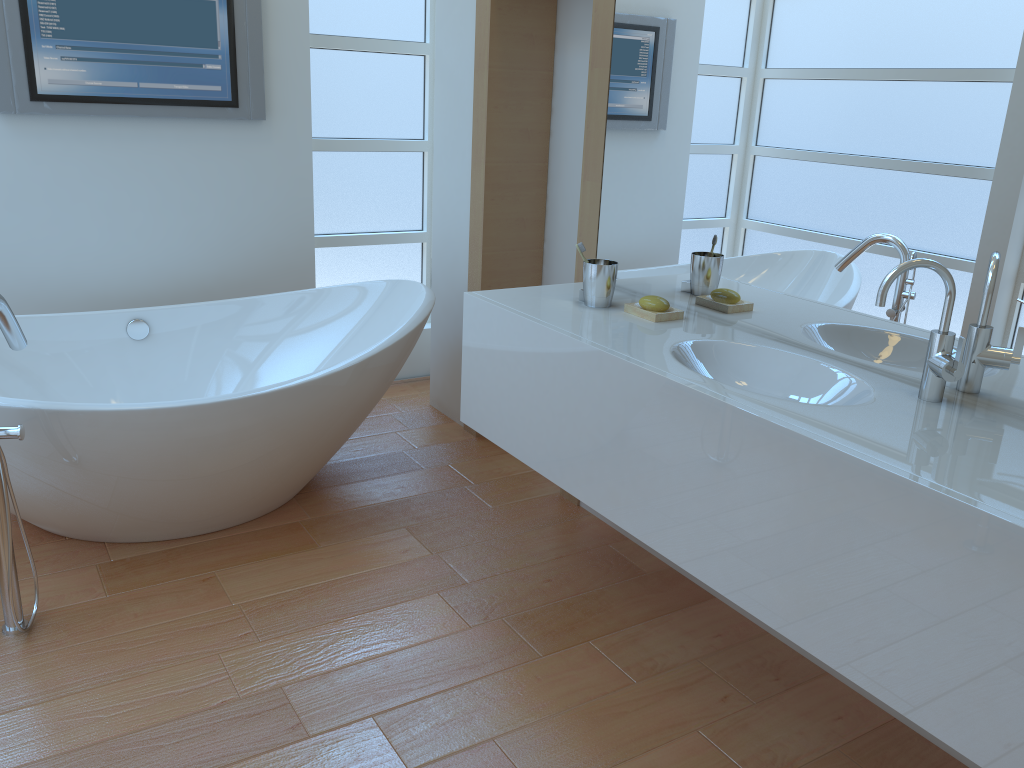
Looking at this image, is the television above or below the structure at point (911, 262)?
above

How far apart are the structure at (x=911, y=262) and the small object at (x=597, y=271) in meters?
0.8 m

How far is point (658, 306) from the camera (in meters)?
2.22

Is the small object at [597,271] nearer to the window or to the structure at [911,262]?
the structure at [911,262]

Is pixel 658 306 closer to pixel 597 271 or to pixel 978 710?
pixel 597 271

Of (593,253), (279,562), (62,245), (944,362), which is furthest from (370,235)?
(944,362)

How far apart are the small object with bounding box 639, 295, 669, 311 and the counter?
0.1 meters

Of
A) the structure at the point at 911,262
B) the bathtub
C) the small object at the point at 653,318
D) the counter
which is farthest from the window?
A: the structure at the point at 911,262

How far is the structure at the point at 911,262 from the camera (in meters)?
1.61

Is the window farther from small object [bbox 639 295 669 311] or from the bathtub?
small object [bbox 639 295 669 311]
